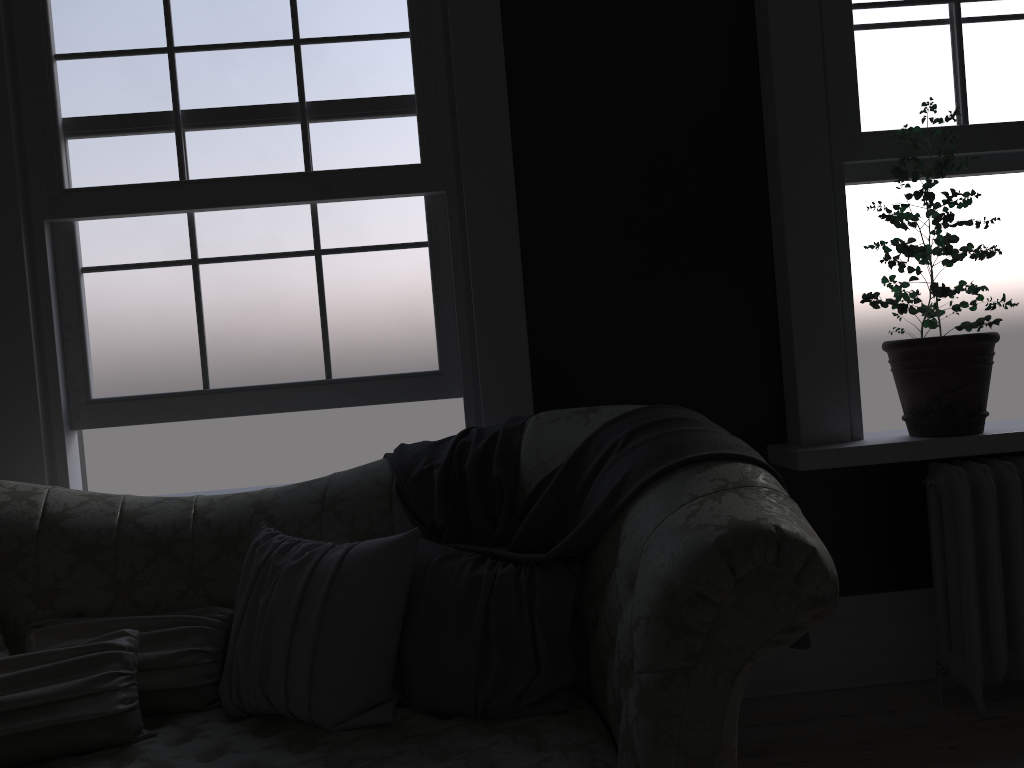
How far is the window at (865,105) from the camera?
3.18m

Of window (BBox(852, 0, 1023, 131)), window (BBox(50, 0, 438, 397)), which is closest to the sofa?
Answer: window (BBox(50, 0, 438, 397))

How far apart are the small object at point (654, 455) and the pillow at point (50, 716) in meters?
0.5 m

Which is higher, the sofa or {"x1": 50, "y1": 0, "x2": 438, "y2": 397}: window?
{"x1": 50, "y1": 0, "x2": 438, "y2": 397}: window

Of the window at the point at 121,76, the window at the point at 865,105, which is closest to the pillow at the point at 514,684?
the window at the point at 121,76

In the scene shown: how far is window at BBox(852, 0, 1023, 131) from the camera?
3.2m

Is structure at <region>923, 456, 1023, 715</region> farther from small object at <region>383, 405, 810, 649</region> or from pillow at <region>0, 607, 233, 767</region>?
pillow at <region>0, 607, 233, 767</region>

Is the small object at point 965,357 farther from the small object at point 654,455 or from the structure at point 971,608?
the small object at point 654,455

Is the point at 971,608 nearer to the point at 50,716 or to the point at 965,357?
the point at 965,357

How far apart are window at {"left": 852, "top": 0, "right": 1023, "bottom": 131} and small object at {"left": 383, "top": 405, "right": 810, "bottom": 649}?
1.6 meters
